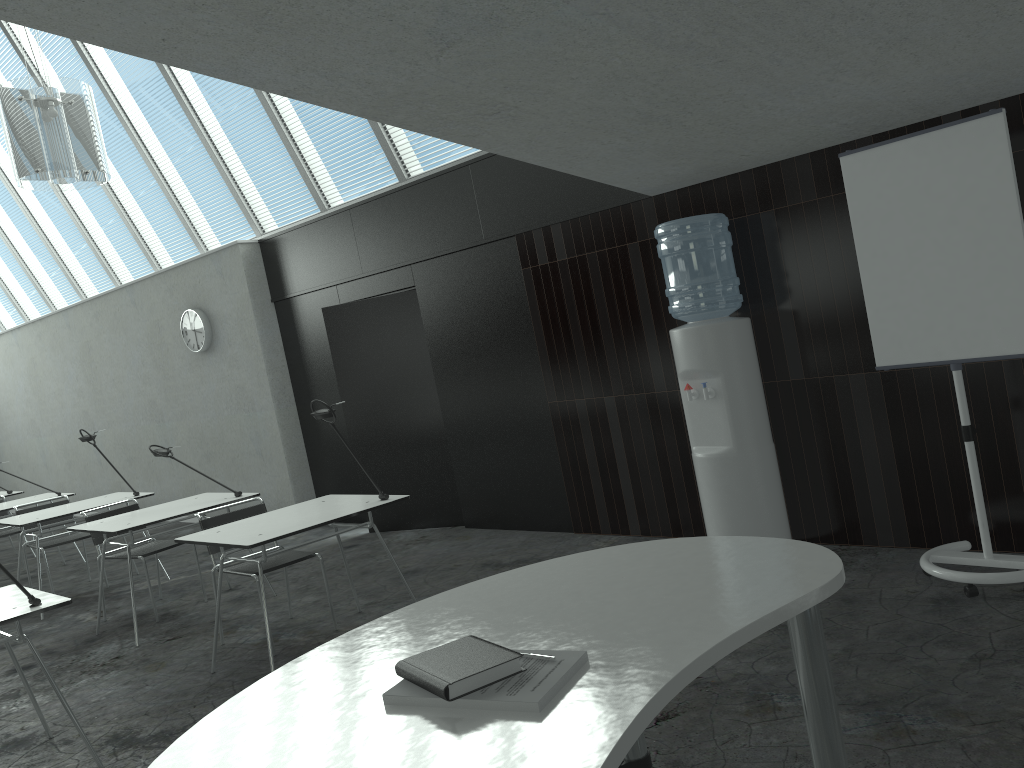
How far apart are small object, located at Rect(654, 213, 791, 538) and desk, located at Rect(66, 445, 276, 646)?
2.7 meters

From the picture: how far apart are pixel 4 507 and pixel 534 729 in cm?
713

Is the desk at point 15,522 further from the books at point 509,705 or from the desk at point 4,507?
the books at point 509,705

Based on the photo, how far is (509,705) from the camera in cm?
142

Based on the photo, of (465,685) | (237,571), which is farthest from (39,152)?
(465,685)

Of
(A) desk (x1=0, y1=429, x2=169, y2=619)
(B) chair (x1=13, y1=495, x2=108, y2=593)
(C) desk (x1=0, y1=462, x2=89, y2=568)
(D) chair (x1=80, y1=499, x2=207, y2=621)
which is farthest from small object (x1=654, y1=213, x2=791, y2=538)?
(C) desk (x1=0, y1=462, x2=89, y2=568)

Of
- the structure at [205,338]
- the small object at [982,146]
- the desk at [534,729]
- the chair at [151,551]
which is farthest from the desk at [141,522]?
the small object at [982,146]

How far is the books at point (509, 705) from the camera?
1.4m

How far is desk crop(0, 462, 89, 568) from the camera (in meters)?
7.14

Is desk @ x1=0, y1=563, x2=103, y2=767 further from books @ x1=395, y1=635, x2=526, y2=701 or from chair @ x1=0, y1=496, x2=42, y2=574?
chair @ x1=0, y1=496, x2=42, y2=574
